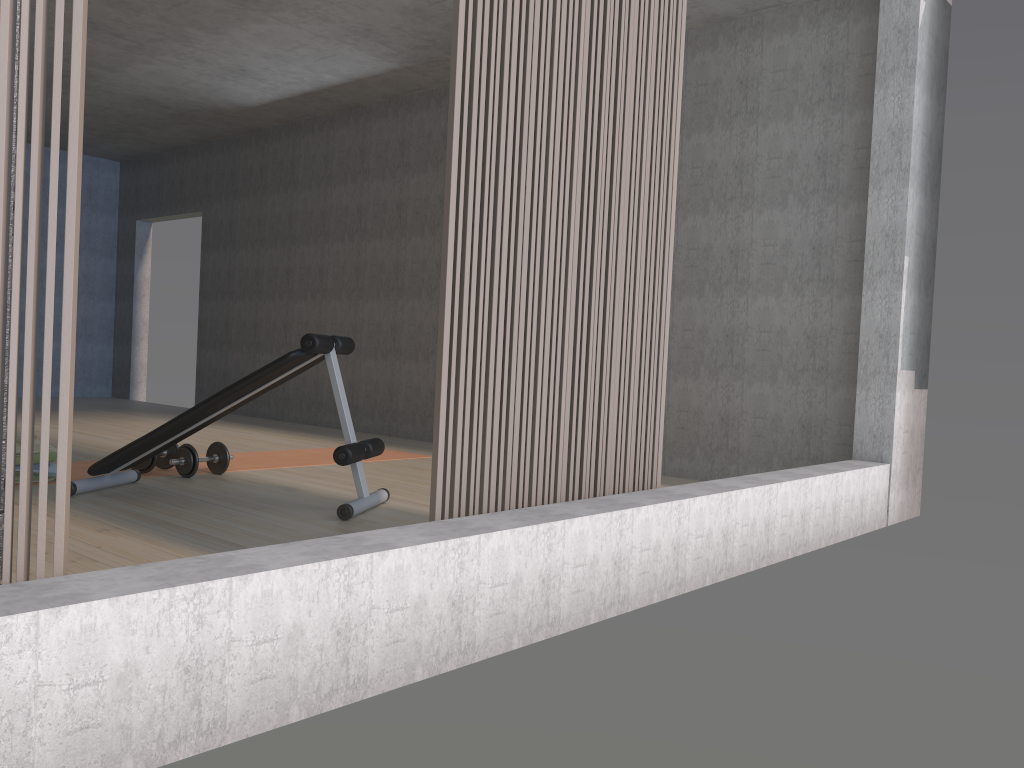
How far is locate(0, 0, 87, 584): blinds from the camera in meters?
1.5

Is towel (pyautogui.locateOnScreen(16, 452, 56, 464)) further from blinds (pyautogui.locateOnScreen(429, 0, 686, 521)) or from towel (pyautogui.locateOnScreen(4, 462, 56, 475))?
blinds (pyautogui.locateOnScreen(429, 0, 686, 521))

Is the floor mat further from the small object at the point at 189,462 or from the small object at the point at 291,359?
the small object at the point at 291,359

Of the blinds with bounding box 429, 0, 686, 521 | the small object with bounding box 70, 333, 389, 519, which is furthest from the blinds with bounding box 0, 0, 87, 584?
the small object with bounding box 70, 333, 389, 519

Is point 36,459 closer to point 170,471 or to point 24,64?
point 170,471

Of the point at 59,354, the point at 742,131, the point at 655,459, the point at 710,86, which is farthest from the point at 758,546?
the point at 59,354

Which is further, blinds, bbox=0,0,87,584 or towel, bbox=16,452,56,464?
towel, bbox=16,452,56,464

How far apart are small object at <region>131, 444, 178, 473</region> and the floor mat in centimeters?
3cm

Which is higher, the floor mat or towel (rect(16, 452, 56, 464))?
towel (rect(16, 452, 56, 464))

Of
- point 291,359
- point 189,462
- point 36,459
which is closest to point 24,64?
point 291,359
